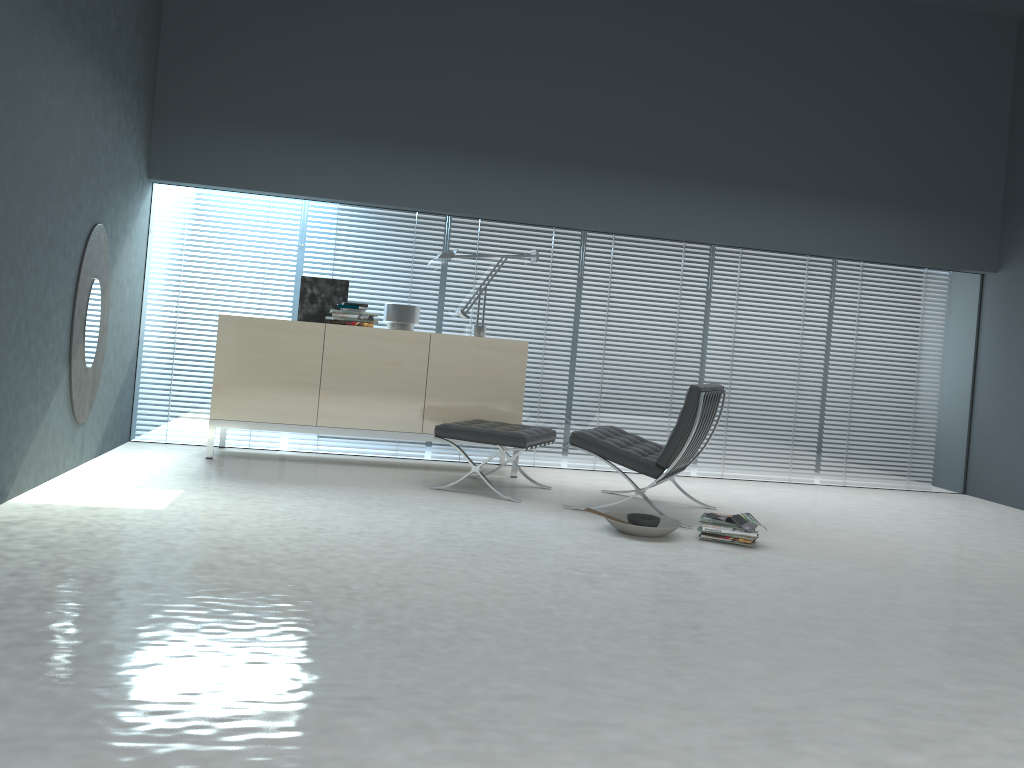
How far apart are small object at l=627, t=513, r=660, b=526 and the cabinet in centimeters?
145cm

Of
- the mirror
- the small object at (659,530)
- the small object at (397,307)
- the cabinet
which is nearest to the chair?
the small object at (659,530)

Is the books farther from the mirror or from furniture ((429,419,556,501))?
the mirror

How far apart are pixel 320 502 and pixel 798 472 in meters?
3.9 m

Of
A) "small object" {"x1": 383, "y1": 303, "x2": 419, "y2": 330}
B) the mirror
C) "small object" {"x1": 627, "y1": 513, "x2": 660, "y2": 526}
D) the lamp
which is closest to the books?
"small object" {"x1": 627, "y1": 513, "x2": 660, "y2": 526}

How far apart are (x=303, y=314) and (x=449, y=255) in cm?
104

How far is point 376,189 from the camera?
5.9 meters

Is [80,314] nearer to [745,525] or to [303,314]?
[303,314]

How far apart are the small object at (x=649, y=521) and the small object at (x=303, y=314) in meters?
2.5

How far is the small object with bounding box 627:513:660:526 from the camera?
4.3 meters
